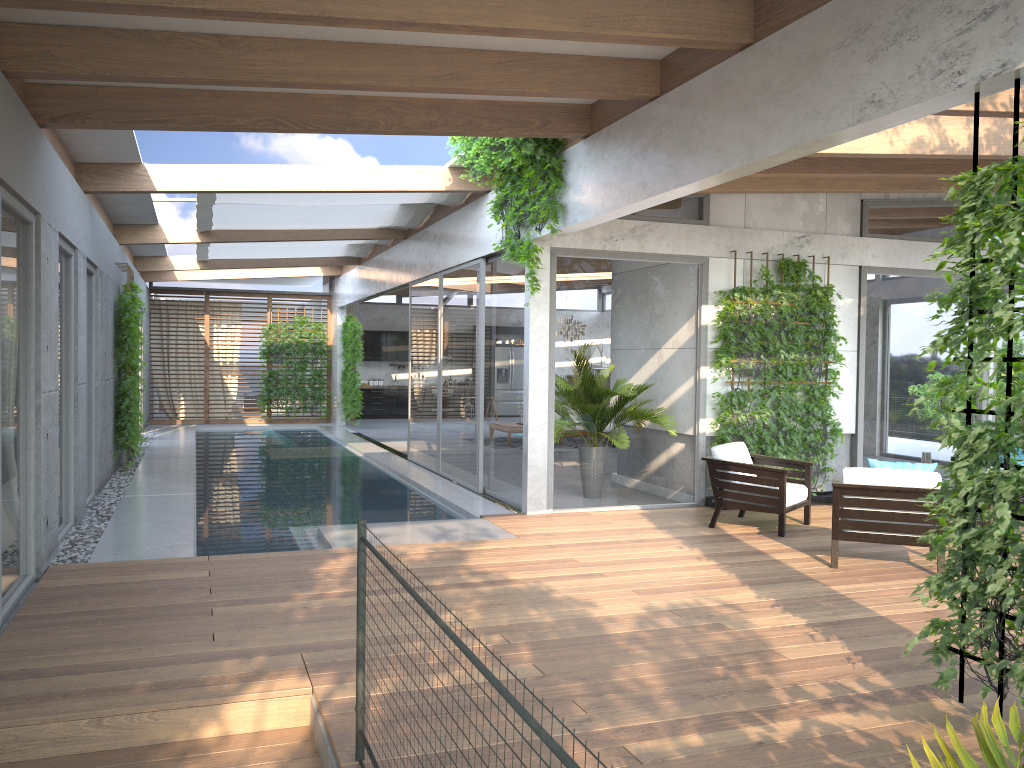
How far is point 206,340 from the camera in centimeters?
2051cm

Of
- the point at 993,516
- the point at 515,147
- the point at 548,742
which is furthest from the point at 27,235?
the point at 993,516

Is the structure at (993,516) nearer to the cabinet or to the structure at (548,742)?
the structure at (548,742)

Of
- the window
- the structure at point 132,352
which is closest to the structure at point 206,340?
the window

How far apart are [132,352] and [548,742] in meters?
11.0

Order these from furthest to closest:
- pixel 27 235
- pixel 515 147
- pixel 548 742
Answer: pixel 515 147, pixel 27 235, pixel 548 742

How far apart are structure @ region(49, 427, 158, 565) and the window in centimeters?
7cm

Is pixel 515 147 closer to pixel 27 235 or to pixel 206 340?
pixel 27 235

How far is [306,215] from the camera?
12.0 meters

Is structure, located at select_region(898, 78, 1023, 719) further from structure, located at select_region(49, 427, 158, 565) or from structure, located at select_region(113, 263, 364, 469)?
structure, located at select_region(113, 263, 364, 469)
